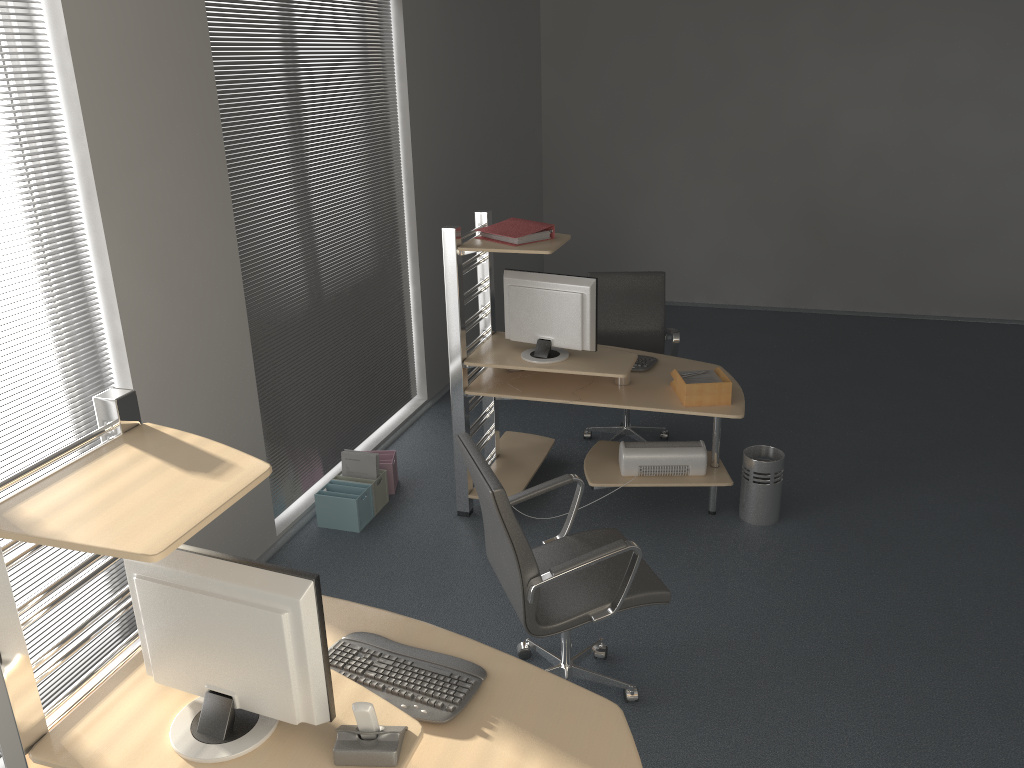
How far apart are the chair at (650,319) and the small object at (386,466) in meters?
1.3 m

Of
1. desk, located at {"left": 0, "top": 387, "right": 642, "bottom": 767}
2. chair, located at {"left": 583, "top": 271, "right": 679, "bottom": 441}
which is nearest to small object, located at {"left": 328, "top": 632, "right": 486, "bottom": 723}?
desk, located at {"left": 0, "top": 387, "right": 642, "bottom": 767}

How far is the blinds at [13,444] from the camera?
3.0 meters

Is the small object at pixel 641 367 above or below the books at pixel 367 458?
above

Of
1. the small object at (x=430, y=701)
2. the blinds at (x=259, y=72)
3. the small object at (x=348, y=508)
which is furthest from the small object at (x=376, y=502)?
the small object at (x=430, y=701)

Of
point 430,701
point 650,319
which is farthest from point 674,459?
point 430,701

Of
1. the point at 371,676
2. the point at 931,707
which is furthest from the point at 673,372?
the point at 371,676

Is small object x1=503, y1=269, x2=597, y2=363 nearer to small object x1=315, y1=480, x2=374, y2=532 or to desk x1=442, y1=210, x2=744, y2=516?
desk x1=442, y1=210, x2=744, y2=516

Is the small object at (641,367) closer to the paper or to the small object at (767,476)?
the paper

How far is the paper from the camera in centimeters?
439cm
